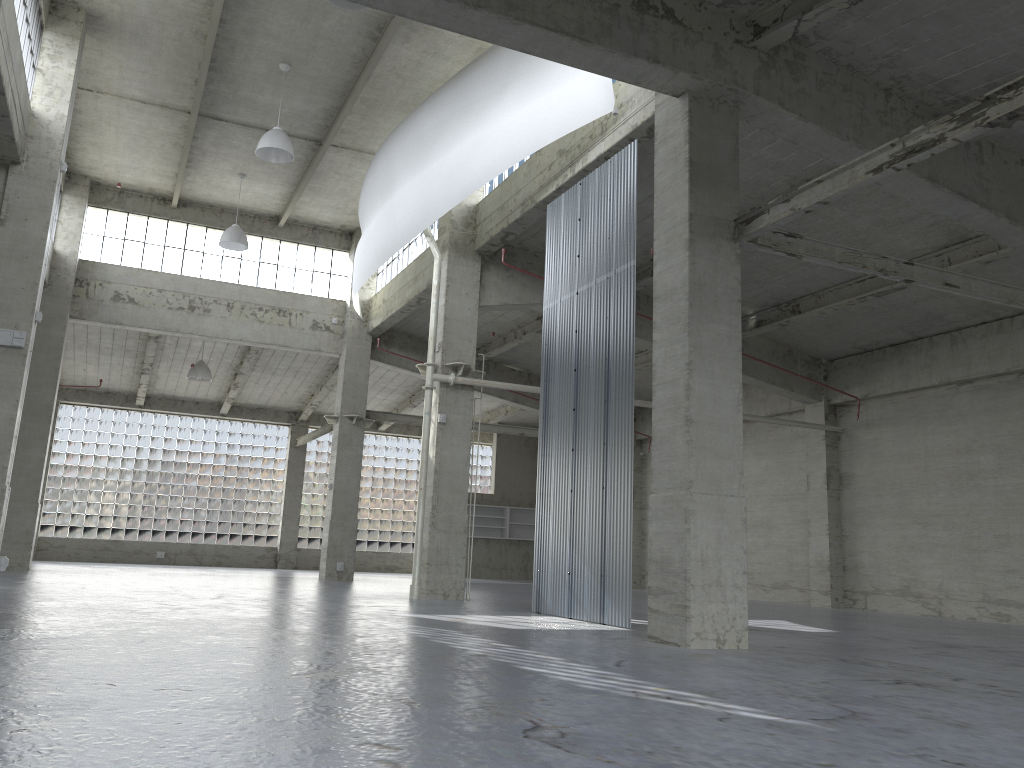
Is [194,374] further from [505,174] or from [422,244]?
[505,174]

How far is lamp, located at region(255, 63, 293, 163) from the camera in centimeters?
2546cm

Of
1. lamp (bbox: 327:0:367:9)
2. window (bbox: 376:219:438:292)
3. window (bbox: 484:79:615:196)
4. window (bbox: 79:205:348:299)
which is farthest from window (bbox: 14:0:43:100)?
window (bbox: 376:219:438:292)

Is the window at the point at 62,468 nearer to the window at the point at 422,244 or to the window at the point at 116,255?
the window at the point at 116,255

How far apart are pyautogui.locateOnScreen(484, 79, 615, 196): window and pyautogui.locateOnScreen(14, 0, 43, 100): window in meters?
12.8

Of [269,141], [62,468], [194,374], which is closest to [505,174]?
[269,141]

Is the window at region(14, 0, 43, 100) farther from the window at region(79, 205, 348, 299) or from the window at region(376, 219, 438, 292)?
the window at region(376, 219, 438, 292)

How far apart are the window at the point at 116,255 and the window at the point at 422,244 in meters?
1.9

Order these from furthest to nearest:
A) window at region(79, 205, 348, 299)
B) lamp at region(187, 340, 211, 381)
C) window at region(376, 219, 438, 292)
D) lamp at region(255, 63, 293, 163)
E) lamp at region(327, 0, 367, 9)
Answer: lamp at region(187, 340, 211, 381) < window at region(79, 205, 348, 299) < window at region(376, 219, 438, 292) < lamp at region(255, 63, 293, 163) < lamp at region(327, 0, 367, 9)

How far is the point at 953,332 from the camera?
28.1 meters
